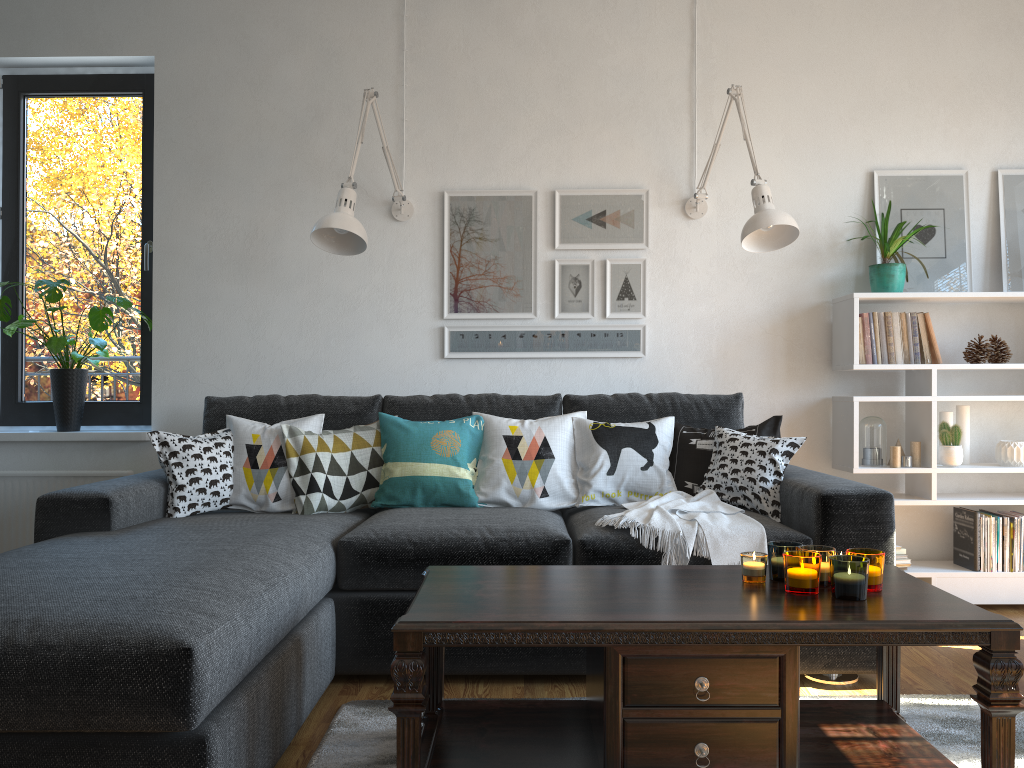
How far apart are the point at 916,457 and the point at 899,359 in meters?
0.4

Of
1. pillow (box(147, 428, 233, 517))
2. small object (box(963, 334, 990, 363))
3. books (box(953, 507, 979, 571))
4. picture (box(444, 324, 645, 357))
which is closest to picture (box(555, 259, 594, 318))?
picture (box(444, 324, 645, 357))

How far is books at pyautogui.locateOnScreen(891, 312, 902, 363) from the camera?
3.5 meters

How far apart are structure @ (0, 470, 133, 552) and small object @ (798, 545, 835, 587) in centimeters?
280cm

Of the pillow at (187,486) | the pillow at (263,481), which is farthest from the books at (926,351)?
the pillow at (187,486)

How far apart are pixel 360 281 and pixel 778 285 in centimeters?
174cm

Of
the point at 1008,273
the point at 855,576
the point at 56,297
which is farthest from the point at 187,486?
the point at 1008,273

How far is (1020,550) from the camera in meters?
3.4

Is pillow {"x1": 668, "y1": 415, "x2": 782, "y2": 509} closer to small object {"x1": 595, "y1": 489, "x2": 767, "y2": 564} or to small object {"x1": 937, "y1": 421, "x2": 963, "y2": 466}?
small object {"x1": 595, "y1": 489, "x2": 767, "y2": 564}

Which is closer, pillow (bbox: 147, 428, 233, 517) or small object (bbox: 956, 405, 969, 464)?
pillow (bbox: 147, 428, 233, 517)
